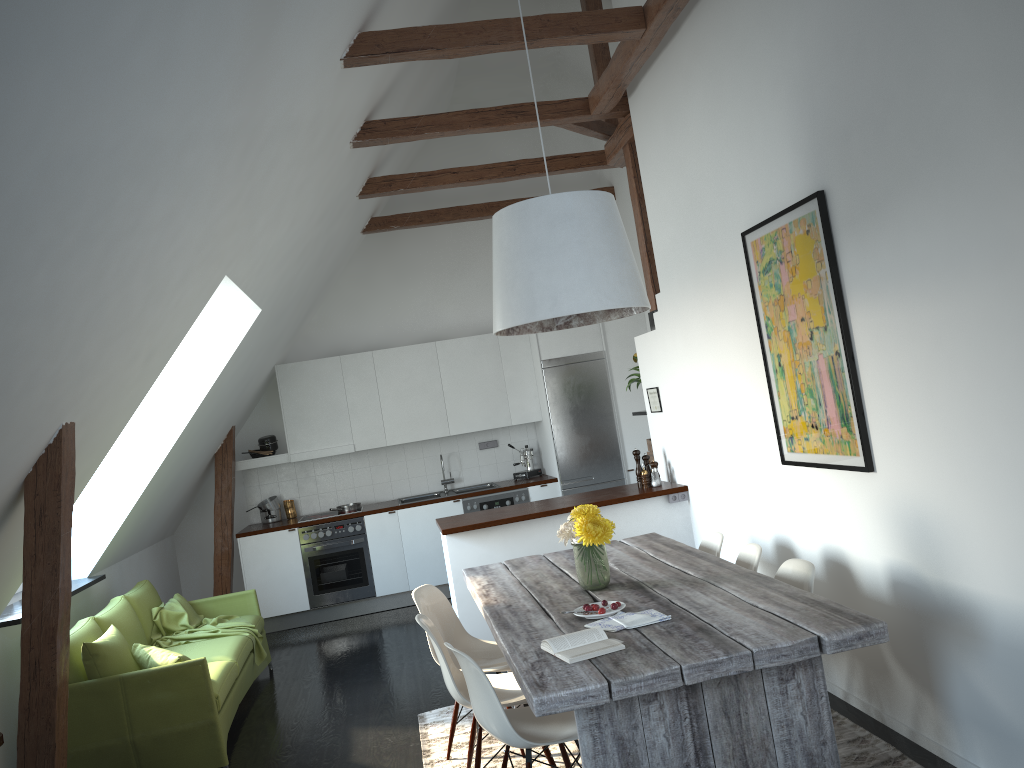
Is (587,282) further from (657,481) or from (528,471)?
(528,471)

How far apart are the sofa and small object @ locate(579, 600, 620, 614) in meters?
2.3

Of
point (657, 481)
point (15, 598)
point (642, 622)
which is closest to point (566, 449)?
point (657, 481)

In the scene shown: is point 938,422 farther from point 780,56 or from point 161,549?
point 161,549

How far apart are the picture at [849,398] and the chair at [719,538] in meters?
0.5

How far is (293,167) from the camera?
4.8 meters

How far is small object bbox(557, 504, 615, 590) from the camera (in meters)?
3.78

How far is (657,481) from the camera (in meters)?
6.18

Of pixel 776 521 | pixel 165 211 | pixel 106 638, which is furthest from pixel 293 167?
pixel 776 521

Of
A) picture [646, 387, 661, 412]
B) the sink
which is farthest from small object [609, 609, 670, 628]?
the sink
